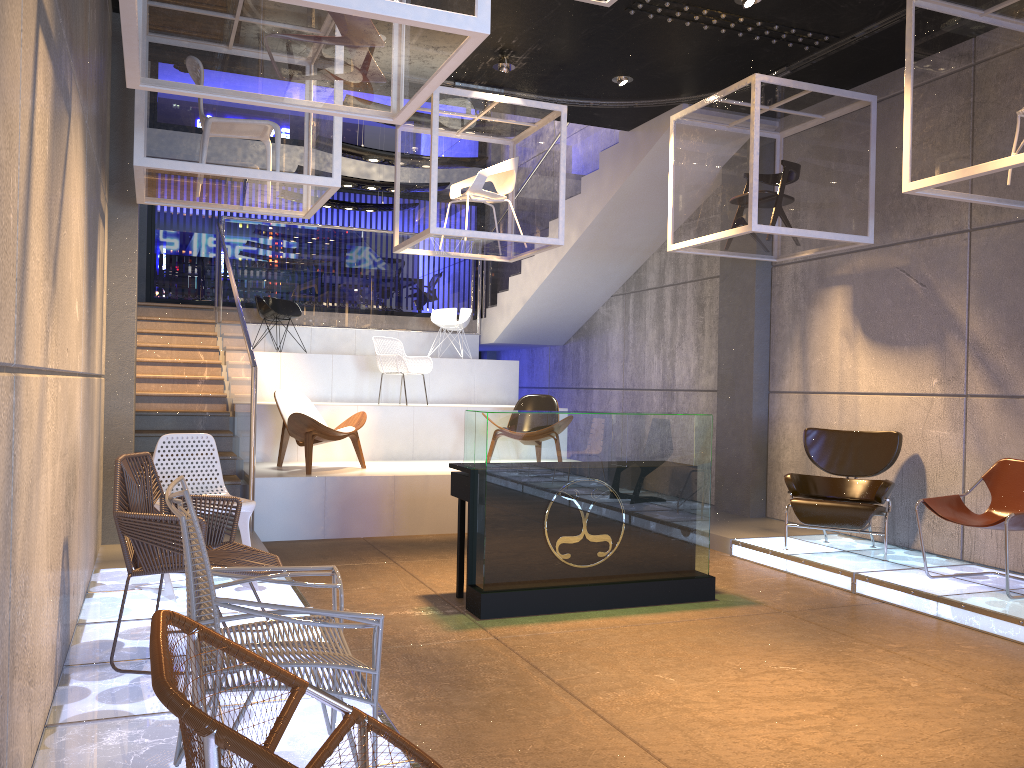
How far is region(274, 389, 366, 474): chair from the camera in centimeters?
791cm

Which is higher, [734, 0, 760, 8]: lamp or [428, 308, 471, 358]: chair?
[734, 0, 760, 8]: lamp

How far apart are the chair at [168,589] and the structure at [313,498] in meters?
2.1

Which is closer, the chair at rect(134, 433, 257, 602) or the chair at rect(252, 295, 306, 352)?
the chair at rect(134, 433, 257, 602)

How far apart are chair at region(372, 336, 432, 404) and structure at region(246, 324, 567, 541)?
0.39m

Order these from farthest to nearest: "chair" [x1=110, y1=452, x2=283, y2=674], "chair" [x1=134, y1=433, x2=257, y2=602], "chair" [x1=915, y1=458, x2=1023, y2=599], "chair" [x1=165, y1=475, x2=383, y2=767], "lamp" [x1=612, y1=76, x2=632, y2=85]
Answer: "lamp" [x1=612, y1=76, x2=632, y2=85]
"chair" [x1=915, y1=458, x2=1023, y2=599]
"chair" [x1=134, y1=433, x2=257, y2=602]
"chair" [x1=110, y1=452, x2=283, y2=674]
"chair" [x1=165, y1=475, x2=383, y2=767]

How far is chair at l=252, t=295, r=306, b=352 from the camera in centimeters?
1115cm

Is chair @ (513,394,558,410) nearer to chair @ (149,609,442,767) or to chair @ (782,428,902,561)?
chair @ (782,428,902,561)

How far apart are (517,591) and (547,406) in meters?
4.3 m

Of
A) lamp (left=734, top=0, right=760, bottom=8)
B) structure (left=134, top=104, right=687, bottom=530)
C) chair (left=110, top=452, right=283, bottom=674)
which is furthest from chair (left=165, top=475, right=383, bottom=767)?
lamp (left=734, top=0, right=760, bottom=8)
